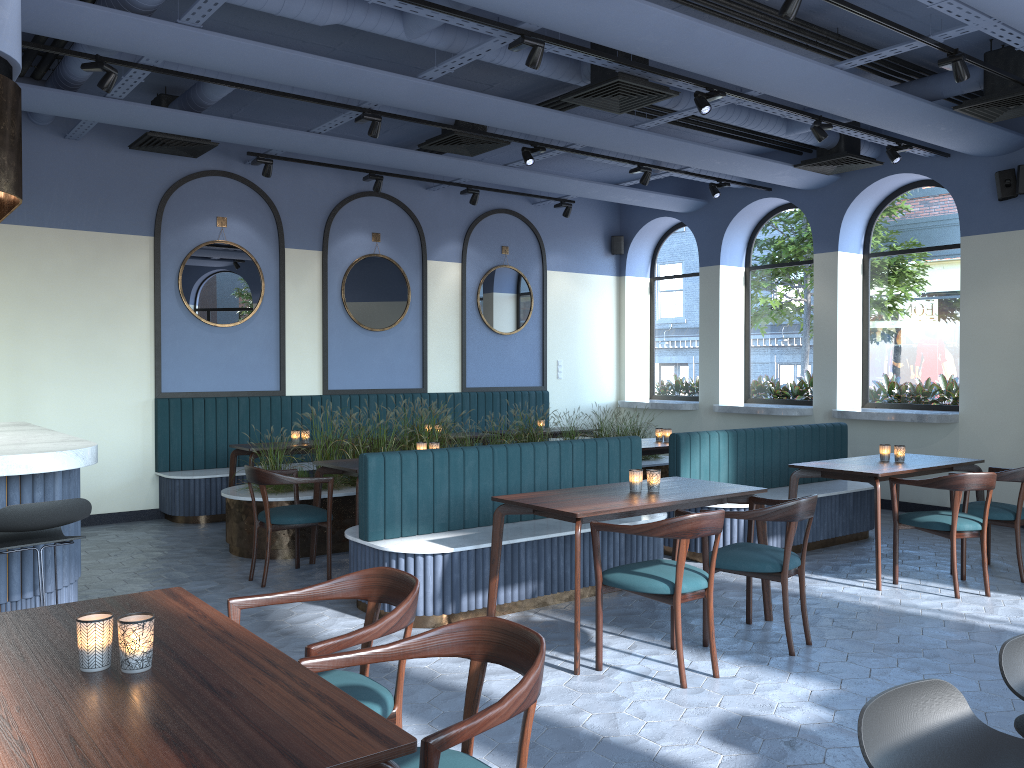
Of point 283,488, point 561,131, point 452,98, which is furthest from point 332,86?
point 283,488

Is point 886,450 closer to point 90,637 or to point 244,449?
point 244,449

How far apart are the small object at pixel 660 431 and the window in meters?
2.9

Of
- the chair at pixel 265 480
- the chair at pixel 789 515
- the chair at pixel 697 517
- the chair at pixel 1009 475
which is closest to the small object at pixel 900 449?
the chair at pixel 1009 475

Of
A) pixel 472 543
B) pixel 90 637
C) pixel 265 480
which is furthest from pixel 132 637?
pixel 265 480

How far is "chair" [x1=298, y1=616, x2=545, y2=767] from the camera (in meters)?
1.81

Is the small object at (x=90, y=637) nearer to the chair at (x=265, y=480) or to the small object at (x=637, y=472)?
the small object at (x=637, y=472)

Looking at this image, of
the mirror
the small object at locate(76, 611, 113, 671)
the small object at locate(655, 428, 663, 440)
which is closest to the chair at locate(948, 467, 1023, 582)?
the small object at locate(655, 428, 663, 440)

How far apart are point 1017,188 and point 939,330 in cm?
176

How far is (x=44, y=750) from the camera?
1.6 meters
